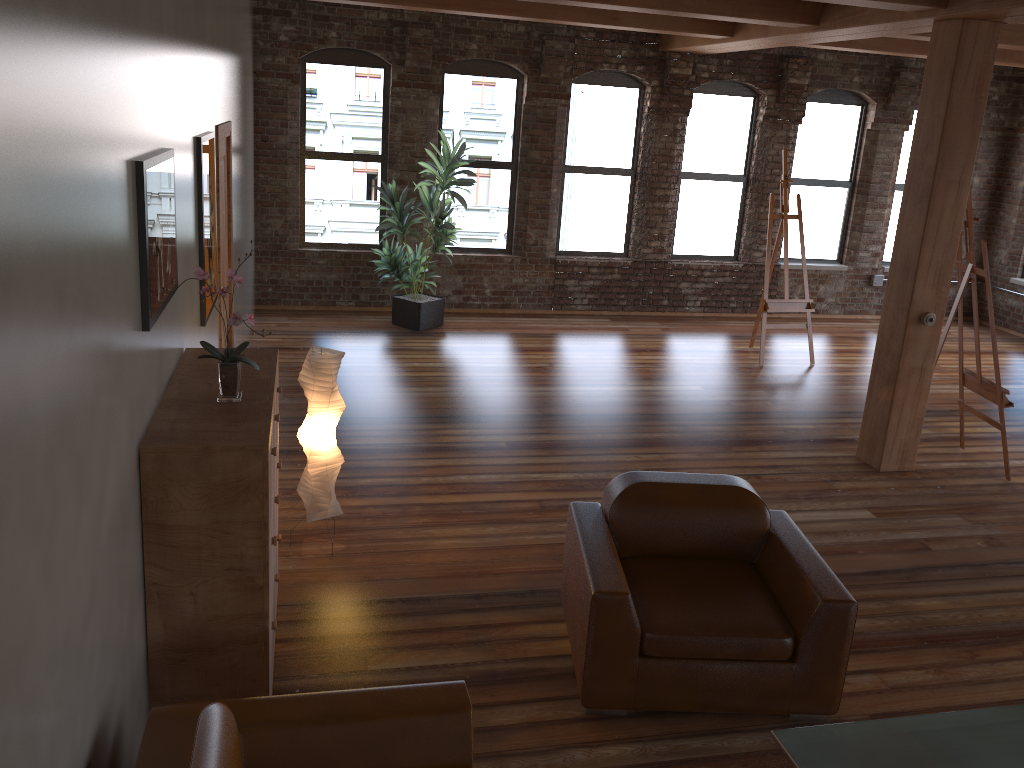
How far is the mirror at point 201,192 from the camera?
4.35m

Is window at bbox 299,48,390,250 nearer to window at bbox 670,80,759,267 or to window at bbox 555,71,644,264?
window at bbox 555,71,644,264

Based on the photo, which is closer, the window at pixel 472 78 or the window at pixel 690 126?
the window at pixel 472 78

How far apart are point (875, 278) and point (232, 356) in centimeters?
1002cm

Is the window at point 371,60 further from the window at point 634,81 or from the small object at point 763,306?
the small object at point 763,306

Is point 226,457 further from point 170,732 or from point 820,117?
point 820,117

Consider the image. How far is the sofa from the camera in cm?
230

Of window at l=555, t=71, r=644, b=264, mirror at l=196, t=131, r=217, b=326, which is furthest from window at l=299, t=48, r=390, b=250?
mirror at l=196, t=131, r=217, b=326

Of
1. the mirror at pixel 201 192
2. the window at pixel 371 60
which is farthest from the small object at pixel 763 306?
the mirror at pixel 201 192

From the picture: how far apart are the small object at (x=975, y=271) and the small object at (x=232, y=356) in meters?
5.1 m
